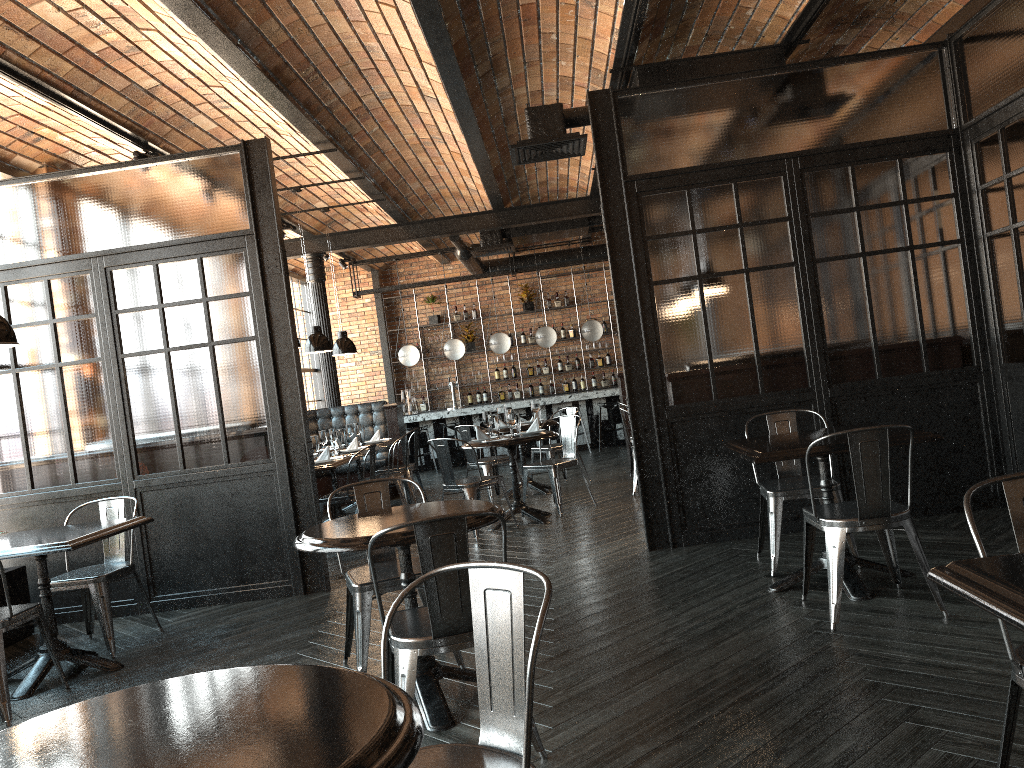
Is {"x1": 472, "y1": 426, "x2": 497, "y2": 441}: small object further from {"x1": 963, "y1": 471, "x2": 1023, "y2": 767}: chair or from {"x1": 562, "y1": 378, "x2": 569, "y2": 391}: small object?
{"x1": 562, "y1": 378, "x2": 569, "y2": 391}: small object

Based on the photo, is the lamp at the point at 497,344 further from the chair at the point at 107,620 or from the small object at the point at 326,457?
the chair at the point at 107,620

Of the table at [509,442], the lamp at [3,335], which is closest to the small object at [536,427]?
the table at [509,442]

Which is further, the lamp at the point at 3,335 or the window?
the window

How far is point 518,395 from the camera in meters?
15.7 m

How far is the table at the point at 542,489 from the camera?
9.4 meters

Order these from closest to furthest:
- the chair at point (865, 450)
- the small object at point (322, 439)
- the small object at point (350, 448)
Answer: the chair at point (865, 450), the small object at point (322, 439), the small object at point (350, 448)

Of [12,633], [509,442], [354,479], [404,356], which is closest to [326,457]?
[509,442]

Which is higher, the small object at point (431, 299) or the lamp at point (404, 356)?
the small object at point (431, 299)

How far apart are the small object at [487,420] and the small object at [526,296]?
8.0 meters
